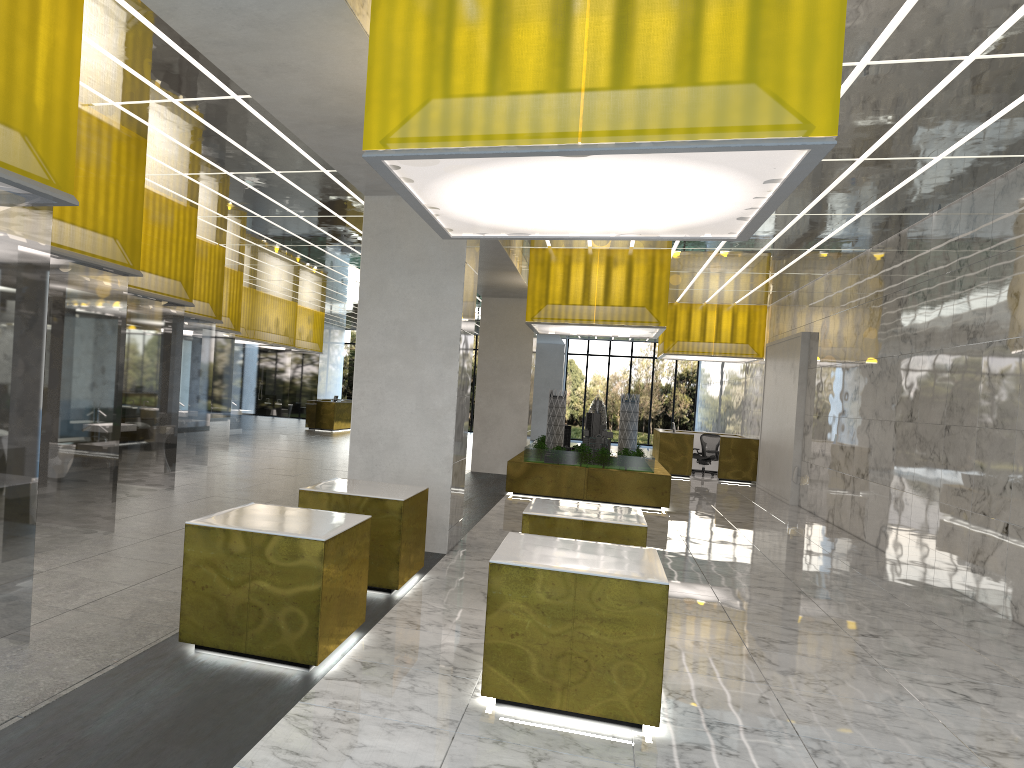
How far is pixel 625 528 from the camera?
9.6 meters

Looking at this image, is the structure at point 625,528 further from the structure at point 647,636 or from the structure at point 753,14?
the structure at point 753,14

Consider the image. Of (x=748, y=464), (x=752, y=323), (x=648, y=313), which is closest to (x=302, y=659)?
(x=648, y=313)

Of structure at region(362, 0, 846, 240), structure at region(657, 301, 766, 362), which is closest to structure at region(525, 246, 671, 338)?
structure at region(657, 301, 766, 362)

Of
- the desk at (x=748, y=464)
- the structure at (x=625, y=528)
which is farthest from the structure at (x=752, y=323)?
the structure at (x=625, y=528)

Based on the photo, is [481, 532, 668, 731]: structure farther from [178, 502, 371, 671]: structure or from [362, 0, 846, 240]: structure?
[362, 0, 846, 240]: structure

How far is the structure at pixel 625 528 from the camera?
9.6 meters

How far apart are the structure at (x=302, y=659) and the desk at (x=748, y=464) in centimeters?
2354cm

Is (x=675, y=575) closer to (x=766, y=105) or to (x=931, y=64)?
(x=931, y=64)

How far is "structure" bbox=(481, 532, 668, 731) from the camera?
6.57m
